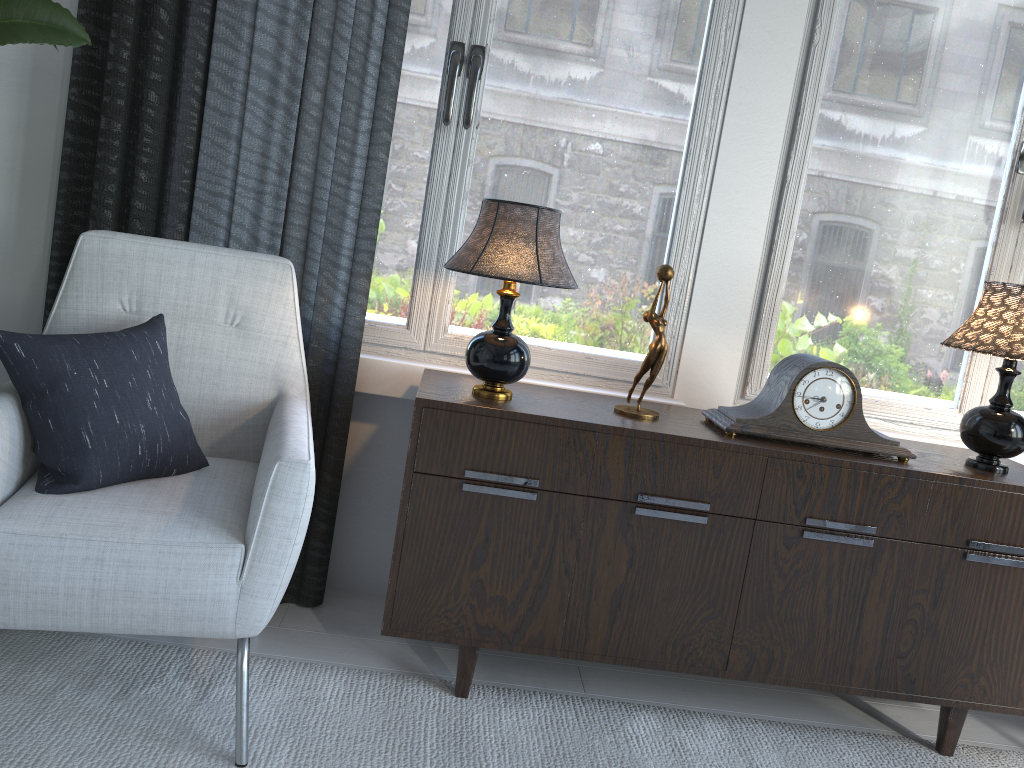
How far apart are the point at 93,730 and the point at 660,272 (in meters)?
1.35

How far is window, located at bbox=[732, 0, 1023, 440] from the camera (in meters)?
2.14

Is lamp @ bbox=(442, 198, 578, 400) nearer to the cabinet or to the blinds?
the cabinet

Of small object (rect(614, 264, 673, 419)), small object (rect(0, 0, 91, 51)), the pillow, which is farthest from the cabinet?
small object (rect(0, 0, 91, 51))

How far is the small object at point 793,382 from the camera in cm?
181

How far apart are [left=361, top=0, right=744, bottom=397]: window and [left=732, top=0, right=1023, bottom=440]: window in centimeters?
17cm

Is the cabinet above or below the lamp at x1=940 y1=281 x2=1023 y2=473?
below

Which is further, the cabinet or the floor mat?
the cabinet

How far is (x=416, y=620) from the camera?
1.8m

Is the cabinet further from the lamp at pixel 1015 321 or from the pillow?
the pillow
